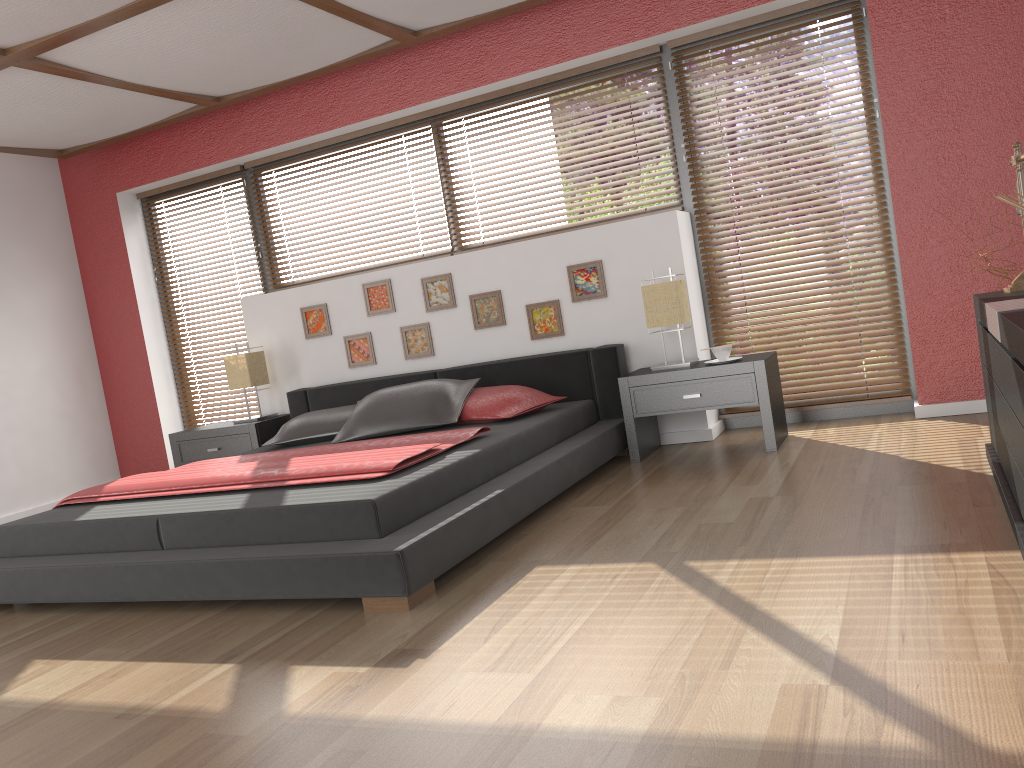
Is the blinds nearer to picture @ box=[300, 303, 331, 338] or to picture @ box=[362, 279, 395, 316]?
picture @ box=[362, 279, 395, 316]

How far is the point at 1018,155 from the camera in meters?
3.0 m

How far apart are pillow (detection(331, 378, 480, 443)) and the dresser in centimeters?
228cm

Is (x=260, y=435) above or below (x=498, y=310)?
below

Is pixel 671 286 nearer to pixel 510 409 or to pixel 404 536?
pixel 510 409

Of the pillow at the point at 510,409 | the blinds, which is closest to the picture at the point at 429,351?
the pillow at the point at 510,409

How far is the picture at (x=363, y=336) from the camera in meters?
5.4

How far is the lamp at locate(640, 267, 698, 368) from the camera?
4.3m

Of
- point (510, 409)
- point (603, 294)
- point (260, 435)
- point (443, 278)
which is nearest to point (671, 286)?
point (603, 294)

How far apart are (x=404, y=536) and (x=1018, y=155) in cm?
237
